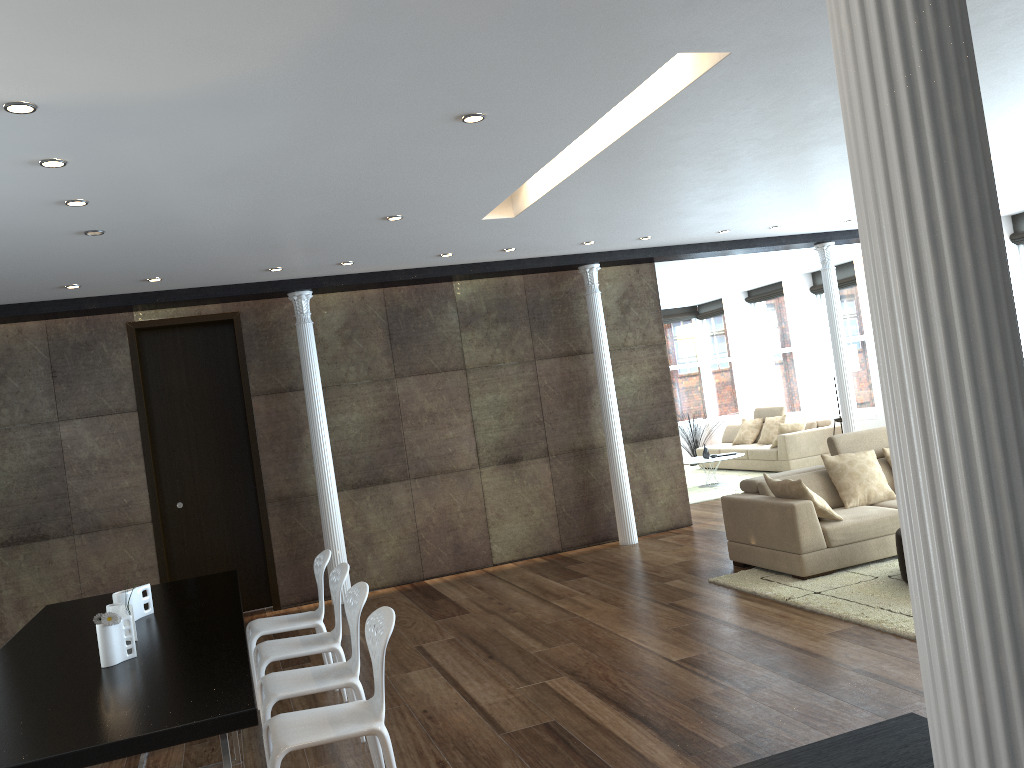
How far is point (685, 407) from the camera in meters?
17.7 m

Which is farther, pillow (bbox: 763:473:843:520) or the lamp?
the lamp

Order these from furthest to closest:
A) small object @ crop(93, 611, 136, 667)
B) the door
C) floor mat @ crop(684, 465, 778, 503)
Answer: floor mat @ crop(684, 465, 778, 503), the door, small object @ crop(93, 611, 136, 667)

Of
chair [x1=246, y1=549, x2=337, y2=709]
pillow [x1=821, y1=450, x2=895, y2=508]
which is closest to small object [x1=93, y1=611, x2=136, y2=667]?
chair [x1=246, y1=549, x2=337, y2=709]

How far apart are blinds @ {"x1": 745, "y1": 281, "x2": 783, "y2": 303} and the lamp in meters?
3.0

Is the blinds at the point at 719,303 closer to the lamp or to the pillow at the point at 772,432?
the pillow at the point at 772,432

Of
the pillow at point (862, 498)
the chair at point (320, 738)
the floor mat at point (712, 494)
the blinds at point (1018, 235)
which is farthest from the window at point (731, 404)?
the chair at point (320, 738)

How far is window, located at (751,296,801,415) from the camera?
15.38m

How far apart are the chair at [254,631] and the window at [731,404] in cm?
1251

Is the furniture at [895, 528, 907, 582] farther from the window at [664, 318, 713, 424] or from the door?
the window at [664, 318, 713, 424]
